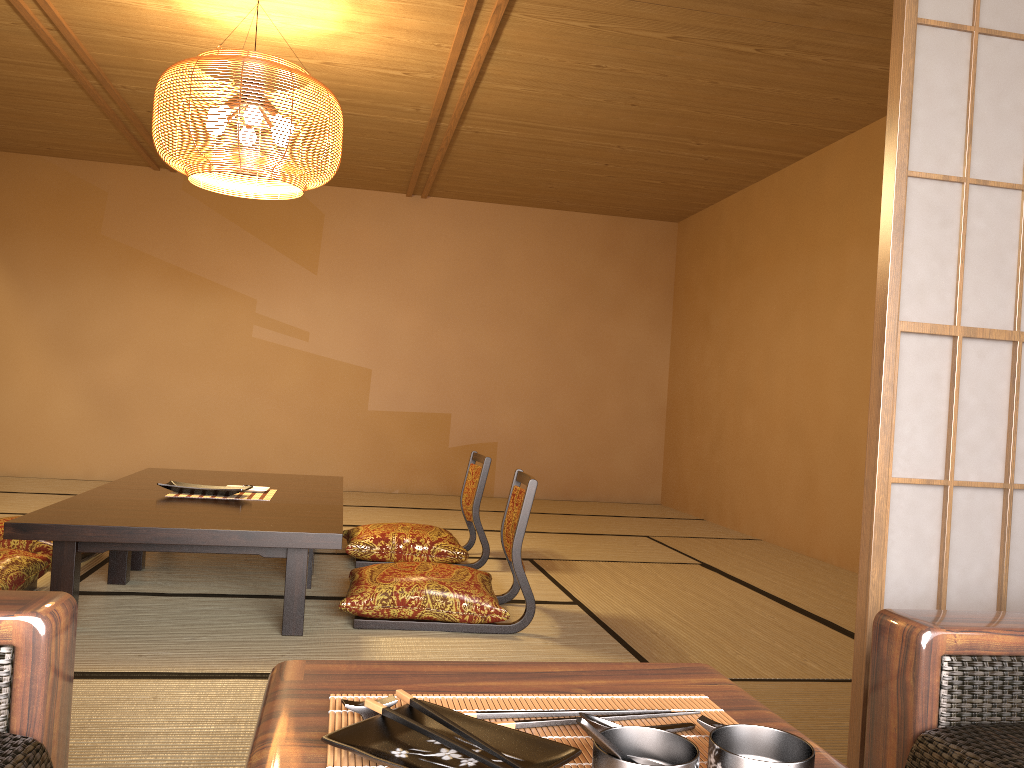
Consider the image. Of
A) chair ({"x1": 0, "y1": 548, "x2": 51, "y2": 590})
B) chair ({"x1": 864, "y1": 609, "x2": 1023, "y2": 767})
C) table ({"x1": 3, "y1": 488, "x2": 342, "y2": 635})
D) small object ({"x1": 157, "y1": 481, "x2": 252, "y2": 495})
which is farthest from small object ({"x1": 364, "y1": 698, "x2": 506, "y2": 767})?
small object ({"x1": 157, "y1": 481, "x2": 252, "y2": 495})

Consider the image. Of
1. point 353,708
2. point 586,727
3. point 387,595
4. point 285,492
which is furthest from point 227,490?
point 586,727

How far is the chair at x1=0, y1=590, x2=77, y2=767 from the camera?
1.0m

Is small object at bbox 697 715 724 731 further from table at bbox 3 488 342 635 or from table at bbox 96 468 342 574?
table at bbox 96 468 342 574

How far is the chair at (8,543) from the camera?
3.6m

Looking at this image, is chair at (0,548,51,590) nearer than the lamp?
Yes

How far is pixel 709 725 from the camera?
0.8 meters

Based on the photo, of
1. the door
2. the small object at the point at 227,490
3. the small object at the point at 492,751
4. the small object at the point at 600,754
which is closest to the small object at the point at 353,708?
the small object at the point at 492,751

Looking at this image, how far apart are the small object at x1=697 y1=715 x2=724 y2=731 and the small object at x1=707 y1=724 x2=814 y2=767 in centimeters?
6cm

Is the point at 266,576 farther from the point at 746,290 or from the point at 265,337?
the point at 746,290
